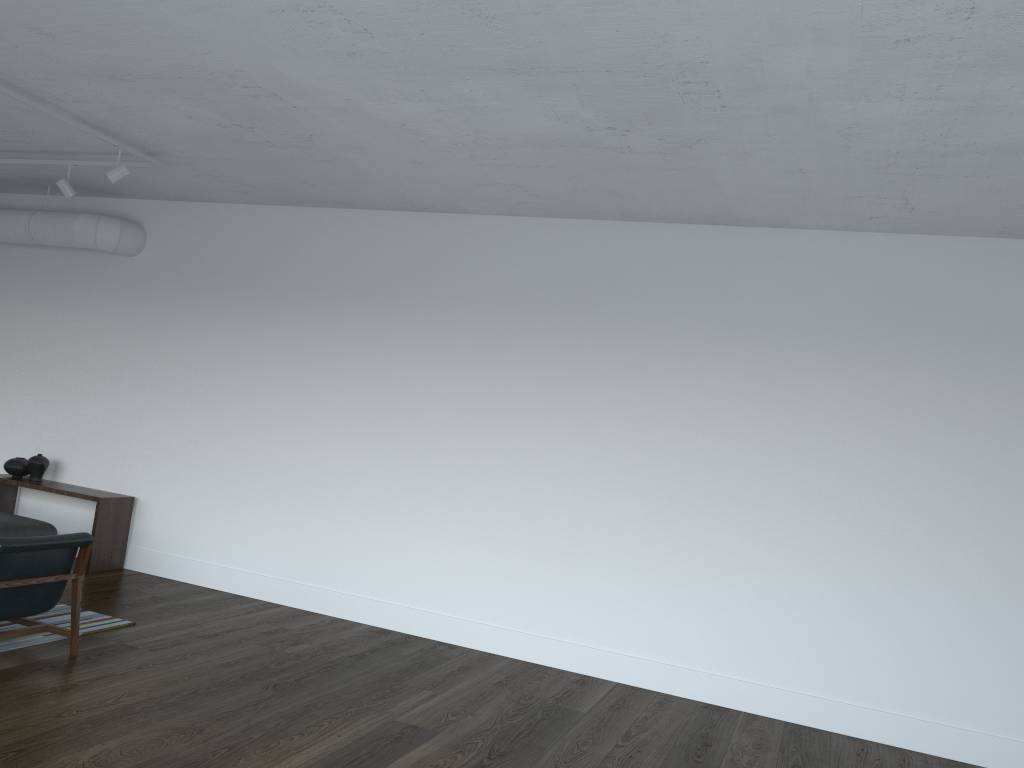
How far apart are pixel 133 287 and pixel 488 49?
5.22m

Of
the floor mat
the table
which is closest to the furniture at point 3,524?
the table

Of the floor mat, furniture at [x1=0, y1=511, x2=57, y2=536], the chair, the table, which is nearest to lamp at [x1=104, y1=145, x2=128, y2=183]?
the chair

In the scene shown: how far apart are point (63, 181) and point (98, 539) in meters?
2.9 m

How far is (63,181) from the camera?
6.6 meters

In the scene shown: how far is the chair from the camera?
4.66m

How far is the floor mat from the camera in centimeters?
511cm

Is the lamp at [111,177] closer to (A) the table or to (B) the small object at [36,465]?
(A) the table

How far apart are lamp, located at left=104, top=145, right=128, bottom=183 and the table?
2.72m

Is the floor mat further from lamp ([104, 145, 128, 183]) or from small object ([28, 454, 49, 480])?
lamp ([104, 145, 128, 183])
